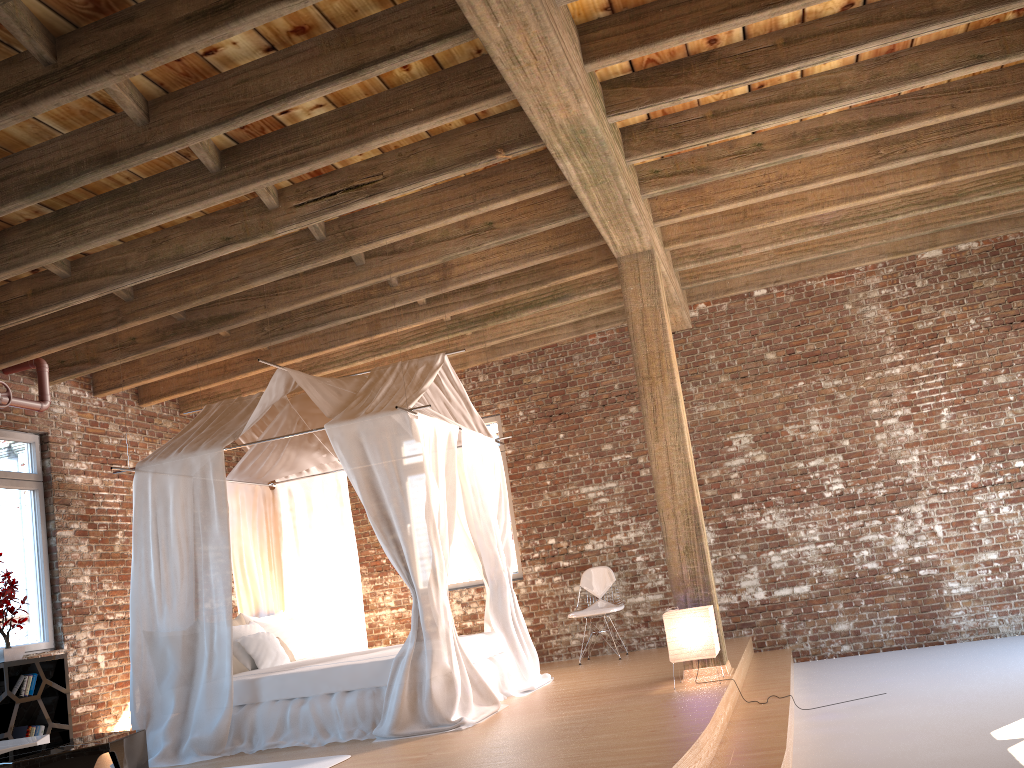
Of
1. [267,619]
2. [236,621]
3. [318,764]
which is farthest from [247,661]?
[318,764]

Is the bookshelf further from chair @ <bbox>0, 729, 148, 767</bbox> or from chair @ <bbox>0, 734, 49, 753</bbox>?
chair @ <bbox>0, 729, 148, 767</bbox>

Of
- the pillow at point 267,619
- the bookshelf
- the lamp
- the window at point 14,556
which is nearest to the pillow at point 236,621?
the pillow at point 267,619

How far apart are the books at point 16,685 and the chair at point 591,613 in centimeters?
449cm

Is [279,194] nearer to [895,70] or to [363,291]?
[363,291]

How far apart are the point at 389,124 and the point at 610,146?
1.27m

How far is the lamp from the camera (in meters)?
5.65

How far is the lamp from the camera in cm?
565

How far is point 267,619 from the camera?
7.6 meters

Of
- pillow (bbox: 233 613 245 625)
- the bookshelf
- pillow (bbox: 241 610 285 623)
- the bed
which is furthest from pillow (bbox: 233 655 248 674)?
the bookshelf
